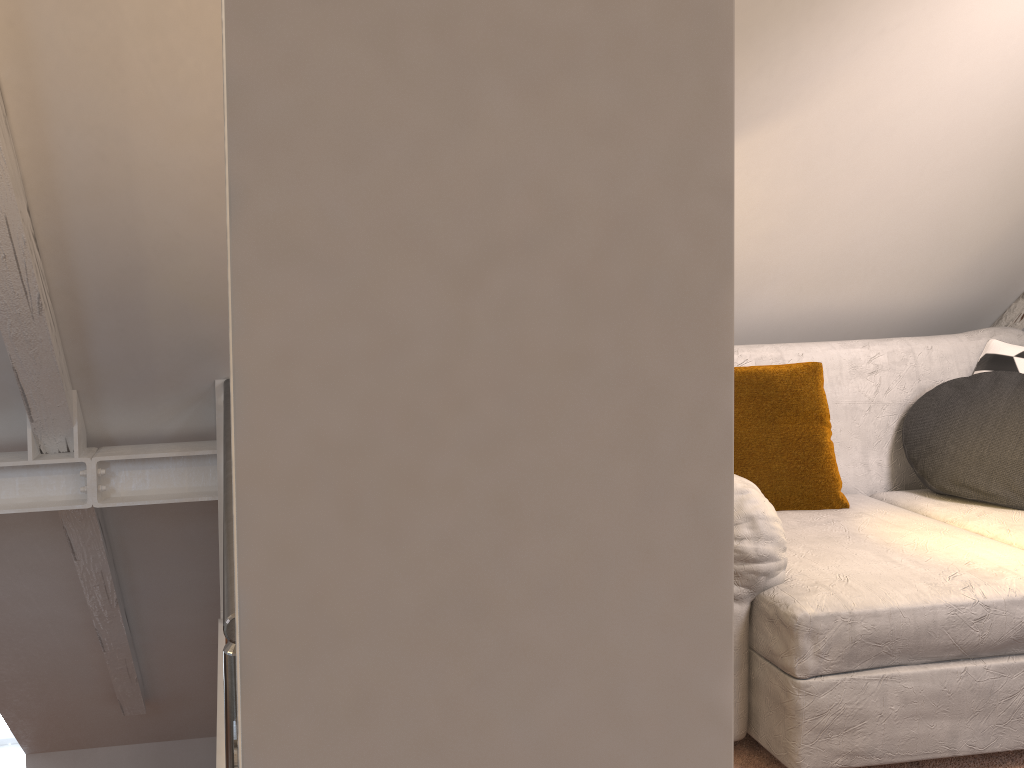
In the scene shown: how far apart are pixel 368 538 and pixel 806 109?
2.1m

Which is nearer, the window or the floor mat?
the floor mat

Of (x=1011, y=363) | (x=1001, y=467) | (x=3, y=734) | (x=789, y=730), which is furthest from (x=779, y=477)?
(x=3, y=734)

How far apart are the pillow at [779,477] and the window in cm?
465

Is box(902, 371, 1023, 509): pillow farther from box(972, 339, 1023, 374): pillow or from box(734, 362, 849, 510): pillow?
box(734, 362, 849, 510): pillow

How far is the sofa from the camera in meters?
1.8 m

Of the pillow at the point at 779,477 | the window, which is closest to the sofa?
the pillow at the point at 779,477

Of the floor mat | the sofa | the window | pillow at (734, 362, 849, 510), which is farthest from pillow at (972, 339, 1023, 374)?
the window

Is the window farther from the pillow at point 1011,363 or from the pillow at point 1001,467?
the pillow at point 1011,363

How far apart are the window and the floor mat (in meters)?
4.63
